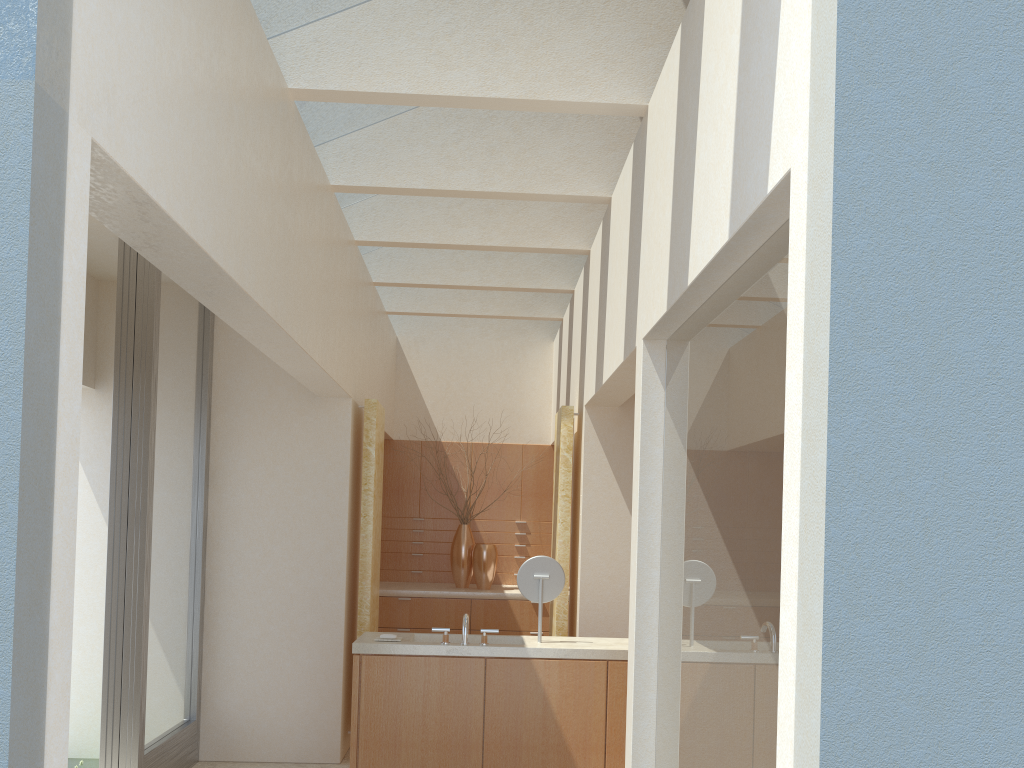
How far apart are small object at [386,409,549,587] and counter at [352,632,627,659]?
6.69m

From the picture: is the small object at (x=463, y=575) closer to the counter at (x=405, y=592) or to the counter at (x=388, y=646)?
the counter at (x=405, y=592)

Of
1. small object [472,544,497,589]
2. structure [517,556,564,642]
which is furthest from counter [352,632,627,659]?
small object [472,544,497,589]

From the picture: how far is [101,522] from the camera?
13.5m

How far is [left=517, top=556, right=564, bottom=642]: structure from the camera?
11.4m

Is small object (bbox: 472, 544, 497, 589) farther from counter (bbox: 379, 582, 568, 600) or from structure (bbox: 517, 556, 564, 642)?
structure (bbox: 517, 556, 564, 642)

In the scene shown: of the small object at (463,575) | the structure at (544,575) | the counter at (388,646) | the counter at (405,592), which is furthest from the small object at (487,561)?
the structure at (544,575)

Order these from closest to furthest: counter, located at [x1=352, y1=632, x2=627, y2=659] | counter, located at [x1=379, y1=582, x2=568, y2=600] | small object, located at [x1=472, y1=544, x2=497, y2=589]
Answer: counter, located at [x1=352, y1=632, x2=627, y2=659], counter, located at [x1=379, y1=582, x2=568, y2=600], small object, located at [x1=472, y1=544, x2=497, y2=589]

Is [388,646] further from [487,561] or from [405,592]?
[487,561]

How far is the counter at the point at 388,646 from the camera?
10.7 meters
